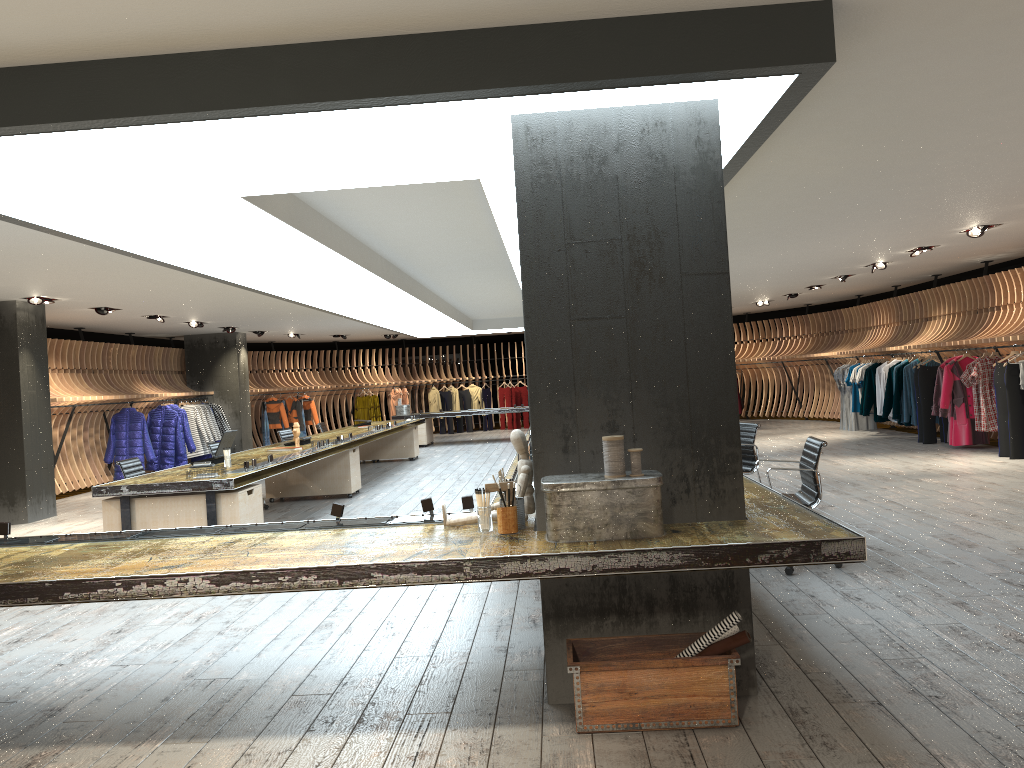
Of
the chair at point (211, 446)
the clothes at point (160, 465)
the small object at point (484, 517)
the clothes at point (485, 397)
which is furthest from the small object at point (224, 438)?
the clothes at point (485, 397)

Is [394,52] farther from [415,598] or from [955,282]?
[955,282]

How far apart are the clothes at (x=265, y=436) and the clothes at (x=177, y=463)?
4.4 meters

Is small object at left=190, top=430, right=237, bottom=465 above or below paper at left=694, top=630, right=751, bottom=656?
above

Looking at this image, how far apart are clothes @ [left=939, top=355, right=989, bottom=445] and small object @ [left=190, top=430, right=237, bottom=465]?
9.8 meters

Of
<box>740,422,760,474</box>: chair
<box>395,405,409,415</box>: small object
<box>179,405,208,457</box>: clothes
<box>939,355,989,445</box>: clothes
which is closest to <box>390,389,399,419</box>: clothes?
<box>395,405,409,415</box>: small object

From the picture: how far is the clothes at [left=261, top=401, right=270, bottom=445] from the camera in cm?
2102

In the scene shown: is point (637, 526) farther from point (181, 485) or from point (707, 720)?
point (181, 485)

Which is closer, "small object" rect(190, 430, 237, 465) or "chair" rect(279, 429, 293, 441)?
"small object" rect(190, 430, 237, 465)

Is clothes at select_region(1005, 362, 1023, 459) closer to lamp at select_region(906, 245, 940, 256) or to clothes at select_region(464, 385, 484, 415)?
lamp at select_region(906, 245, 940, 256)
